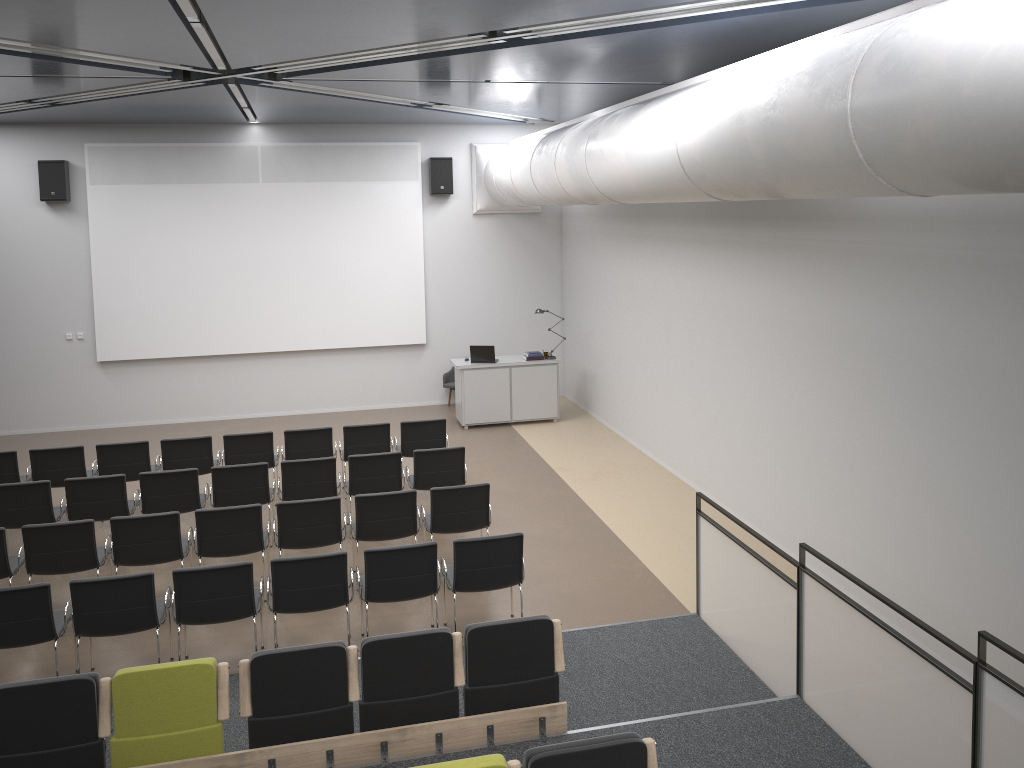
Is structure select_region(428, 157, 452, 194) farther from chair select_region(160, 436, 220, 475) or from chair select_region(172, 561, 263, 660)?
chair select_region(172, 561, 263, 660)

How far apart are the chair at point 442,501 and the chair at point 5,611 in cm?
304

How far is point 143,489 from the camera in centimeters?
879cm

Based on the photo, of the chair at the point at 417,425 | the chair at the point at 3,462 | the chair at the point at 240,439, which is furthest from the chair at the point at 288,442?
the chair at the point at 3,462

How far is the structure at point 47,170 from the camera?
13.27m

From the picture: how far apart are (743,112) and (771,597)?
3.3m

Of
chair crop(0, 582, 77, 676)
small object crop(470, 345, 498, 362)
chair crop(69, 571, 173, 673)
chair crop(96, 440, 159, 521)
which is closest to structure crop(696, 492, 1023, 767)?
chair crop(69, 571, 173, 673)

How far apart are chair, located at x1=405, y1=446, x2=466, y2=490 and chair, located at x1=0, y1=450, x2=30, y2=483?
4.3 meters

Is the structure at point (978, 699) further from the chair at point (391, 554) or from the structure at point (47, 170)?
the structure at point (47, 170)

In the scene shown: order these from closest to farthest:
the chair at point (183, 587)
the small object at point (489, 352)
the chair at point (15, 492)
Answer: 1. the chair at point (183, 587)
2. the chair at point (15, 492)
3. the small object at point (489, 352)
